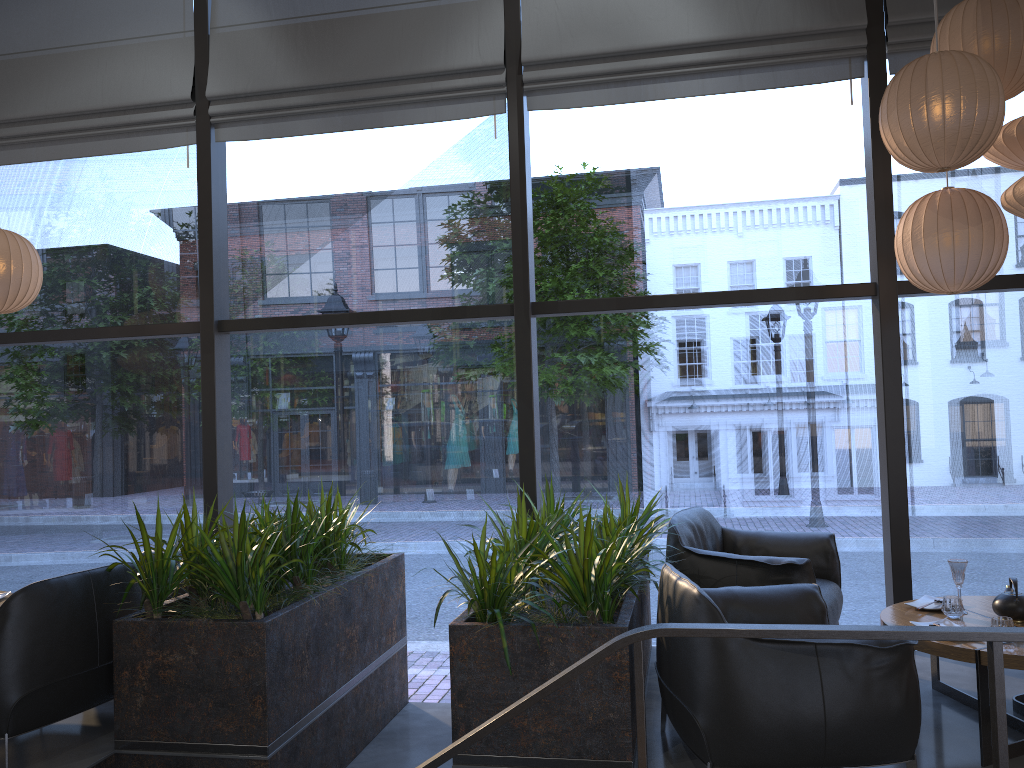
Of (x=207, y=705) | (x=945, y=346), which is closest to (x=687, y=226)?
(x=207, y=705)

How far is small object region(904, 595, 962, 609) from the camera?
3.98m

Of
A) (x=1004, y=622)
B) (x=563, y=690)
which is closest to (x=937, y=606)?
(x=1004, y=622)

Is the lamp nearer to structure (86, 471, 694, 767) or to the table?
structure (86, 471, 694, 767)

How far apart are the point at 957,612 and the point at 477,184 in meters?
3.6 m

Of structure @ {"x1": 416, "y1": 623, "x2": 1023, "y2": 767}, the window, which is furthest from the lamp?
structure @ {"x1": 416, "y1": 623, "x2": 1023, "y2": 767}

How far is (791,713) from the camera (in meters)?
2.89

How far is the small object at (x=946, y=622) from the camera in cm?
365

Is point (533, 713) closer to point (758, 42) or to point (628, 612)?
point (628, 612)

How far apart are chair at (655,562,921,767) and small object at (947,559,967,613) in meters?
0.6
